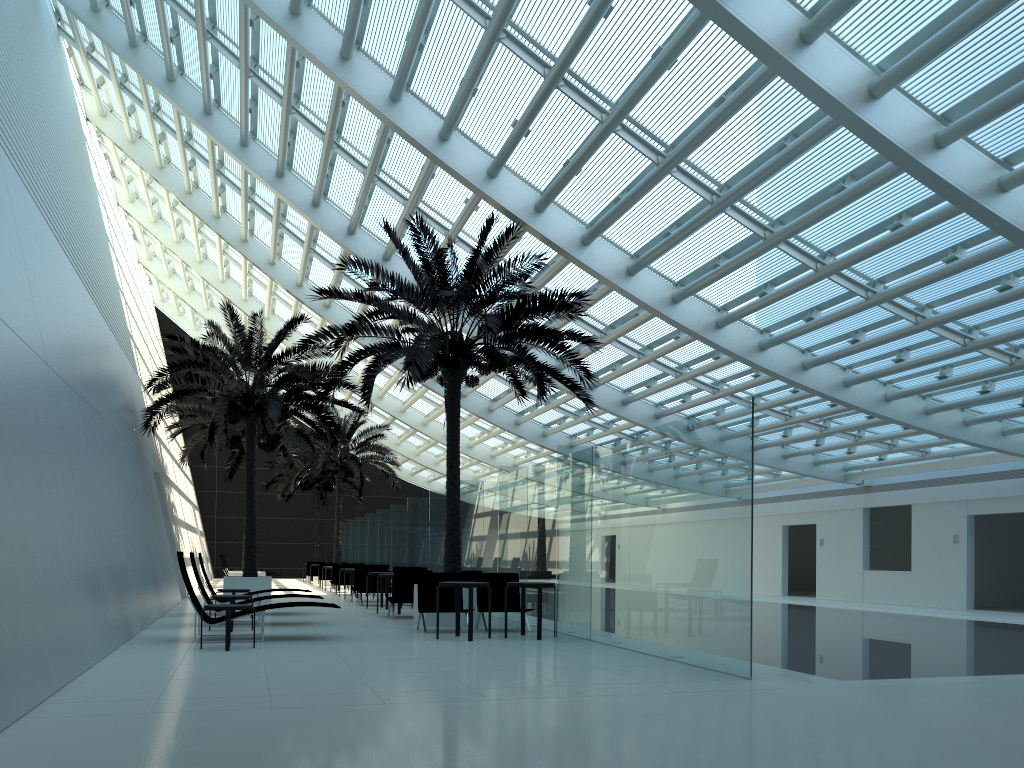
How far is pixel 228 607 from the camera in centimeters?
987cm

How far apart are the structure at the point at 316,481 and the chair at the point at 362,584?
19.2 meters

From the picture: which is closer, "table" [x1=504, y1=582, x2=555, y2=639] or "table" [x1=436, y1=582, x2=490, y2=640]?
"table" [x1=436, y1=582, x2=490, y2=640]

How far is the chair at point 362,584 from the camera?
19.8 meters

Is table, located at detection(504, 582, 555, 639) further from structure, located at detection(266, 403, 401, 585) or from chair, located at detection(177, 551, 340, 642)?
structure, located at detection(266, 403, 401, 585)

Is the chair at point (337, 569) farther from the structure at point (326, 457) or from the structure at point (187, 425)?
the structure at point (326, 457)

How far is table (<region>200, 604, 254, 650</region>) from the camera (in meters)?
9.87

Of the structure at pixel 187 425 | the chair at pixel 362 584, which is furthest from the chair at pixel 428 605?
the structure at pixel 187 425

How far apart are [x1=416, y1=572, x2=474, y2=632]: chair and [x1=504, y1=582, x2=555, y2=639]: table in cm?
116

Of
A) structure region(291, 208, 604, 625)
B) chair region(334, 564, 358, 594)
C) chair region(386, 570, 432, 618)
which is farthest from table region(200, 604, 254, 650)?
chair region(334, 564, 358, 594)
